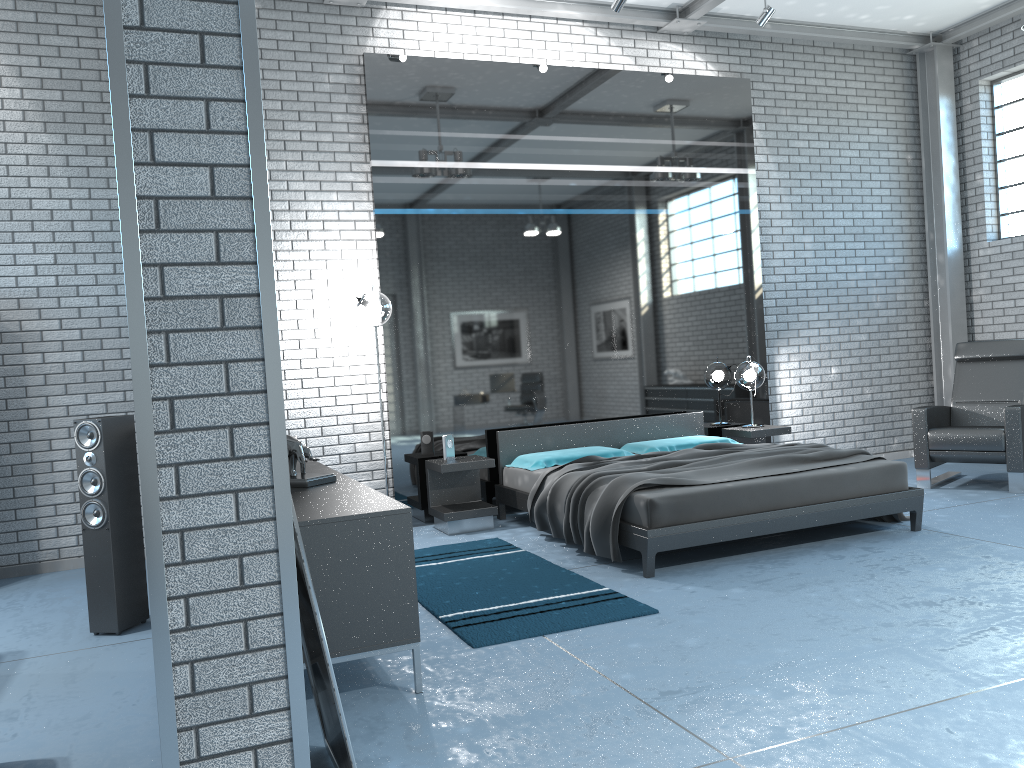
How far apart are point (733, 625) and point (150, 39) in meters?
3.1 m

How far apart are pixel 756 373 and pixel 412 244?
3.0m

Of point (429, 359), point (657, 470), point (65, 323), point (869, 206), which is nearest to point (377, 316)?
point (429, 359)

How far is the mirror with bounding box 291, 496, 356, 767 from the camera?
2.2 meters

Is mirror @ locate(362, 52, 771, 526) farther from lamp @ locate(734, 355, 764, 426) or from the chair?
the chair

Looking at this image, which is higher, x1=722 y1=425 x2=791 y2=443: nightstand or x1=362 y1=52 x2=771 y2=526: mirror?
x1=362 y1=52 x2=771 y2=526: mirror

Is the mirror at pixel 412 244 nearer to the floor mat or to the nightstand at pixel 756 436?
the nightstand at pixel 756 436

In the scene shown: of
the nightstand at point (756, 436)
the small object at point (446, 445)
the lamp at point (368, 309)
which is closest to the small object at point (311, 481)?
the lamp at point (368, 309)

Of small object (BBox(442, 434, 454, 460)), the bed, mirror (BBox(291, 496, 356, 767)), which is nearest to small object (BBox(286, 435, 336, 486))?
mirror (BBox(291, 496, 356, 767))

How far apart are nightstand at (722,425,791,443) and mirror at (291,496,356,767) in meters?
5.1
